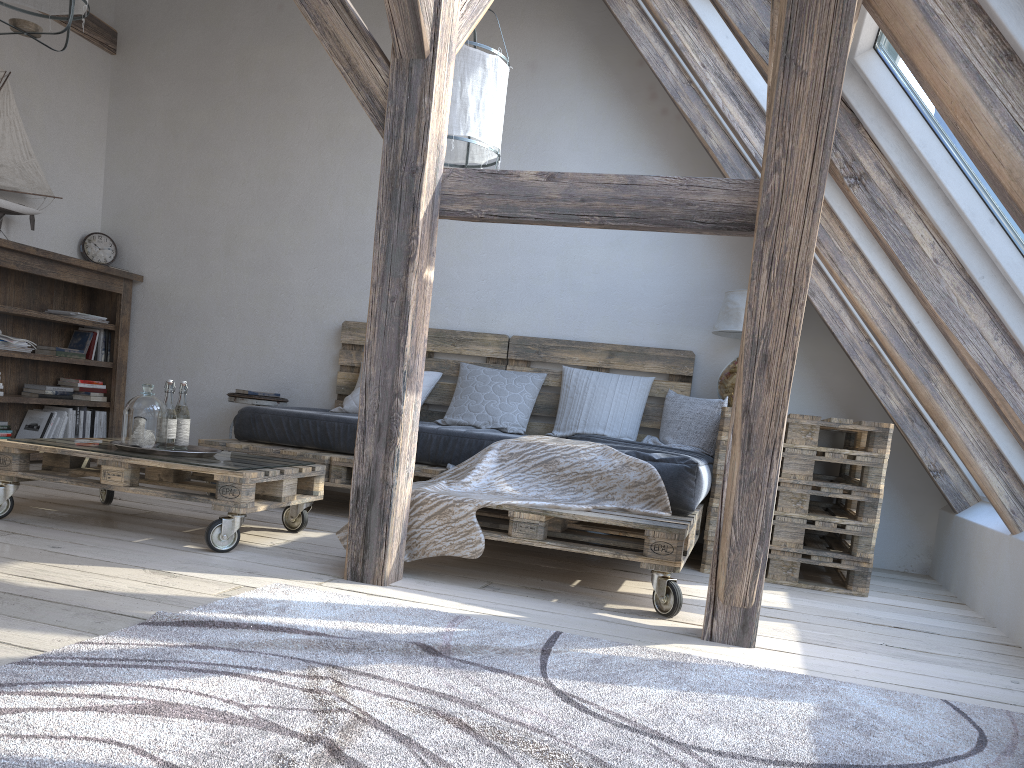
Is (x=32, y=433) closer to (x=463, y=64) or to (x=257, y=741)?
(x=463, y=64)

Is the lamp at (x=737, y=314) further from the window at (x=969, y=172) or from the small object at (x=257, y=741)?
the small object at (x=257, y=741)

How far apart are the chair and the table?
2.6 meters

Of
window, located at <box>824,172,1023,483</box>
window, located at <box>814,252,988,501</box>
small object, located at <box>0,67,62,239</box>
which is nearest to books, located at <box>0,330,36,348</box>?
small object, located at <box>0,67,62,239</box>

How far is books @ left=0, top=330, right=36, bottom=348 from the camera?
4.69m

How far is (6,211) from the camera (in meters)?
4.76

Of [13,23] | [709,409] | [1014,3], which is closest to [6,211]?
[13,23]

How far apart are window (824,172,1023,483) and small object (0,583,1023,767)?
1.3 meters

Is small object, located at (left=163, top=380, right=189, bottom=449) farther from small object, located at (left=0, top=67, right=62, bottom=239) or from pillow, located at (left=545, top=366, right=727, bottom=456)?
small object, located at (left=0, top=67, right=62, bottom=239)

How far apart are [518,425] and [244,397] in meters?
1.6
